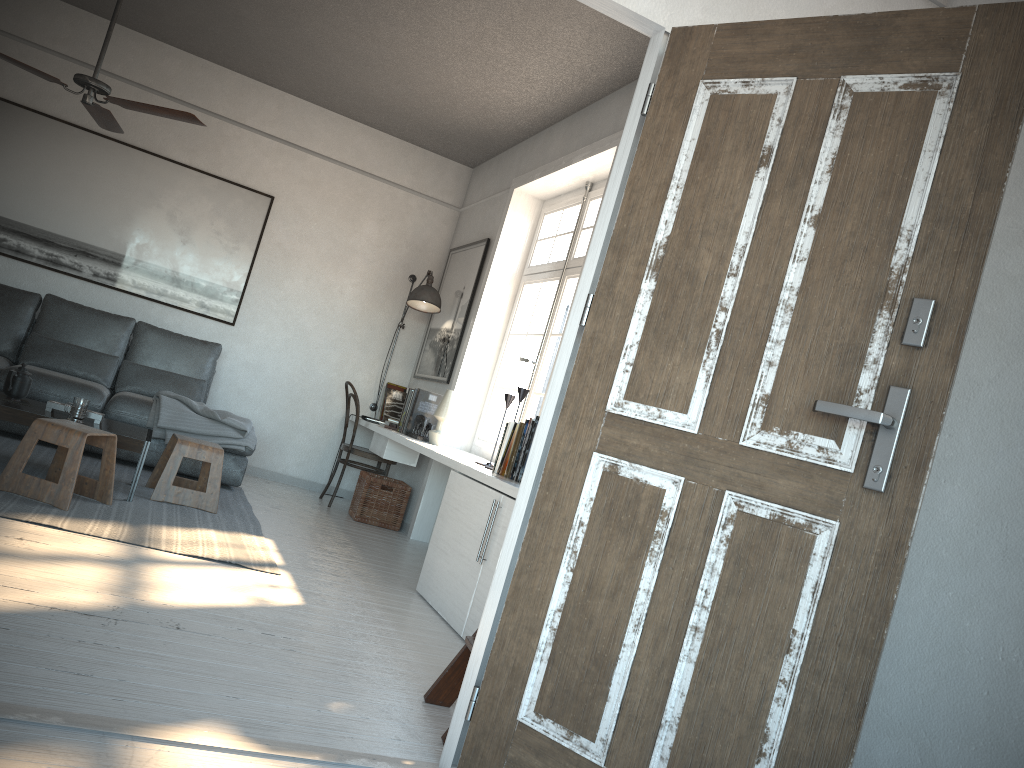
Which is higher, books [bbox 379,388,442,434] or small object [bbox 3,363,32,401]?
books [bbox 379,388,442,434]

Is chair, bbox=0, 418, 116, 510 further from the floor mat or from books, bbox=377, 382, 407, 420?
books, bbox=377, 382, 407, 420

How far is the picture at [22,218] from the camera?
6.2m

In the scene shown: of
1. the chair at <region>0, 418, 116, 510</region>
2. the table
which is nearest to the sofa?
the table

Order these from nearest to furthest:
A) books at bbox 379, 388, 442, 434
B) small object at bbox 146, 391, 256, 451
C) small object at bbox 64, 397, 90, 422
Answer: small object at bbox 64, 397, 90, 422
small object at bbox 146, 391, 256, 451
books at bbox 379, 388, 442, 434

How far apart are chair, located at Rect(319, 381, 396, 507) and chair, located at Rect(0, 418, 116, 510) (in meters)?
2.34

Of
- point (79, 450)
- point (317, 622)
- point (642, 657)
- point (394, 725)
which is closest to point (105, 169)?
point (79, 450)

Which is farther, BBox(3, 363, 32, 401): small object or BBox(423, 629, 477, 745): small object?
BBox(3, 363, 32, 401): small object

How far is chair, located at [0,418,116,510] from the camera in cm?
387

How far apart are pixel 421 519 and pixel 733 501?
4.31m
